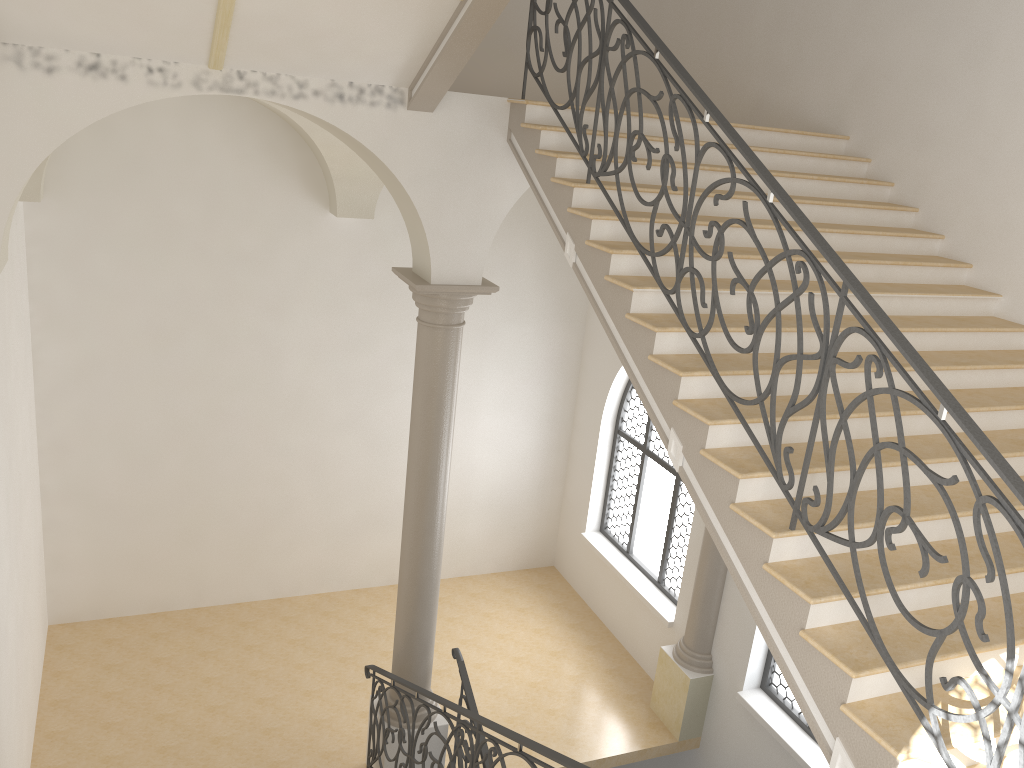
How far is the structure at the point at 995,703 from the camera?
3.10m

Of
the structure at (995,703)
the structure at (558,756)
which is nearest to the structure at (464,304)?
the structure at (558,756)

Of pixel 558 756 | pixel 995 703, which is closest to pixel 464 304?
pixel 558 756

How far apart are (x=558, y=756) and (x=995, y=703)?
2.2 meters

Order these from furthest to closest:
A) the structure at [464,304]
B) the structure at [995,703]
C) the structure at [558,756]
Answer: the structure at [464,304]
the structure at [558,756]
the structure at [995,703]

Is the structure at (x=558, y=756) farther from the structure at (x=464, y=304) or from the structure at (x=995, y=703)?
the structure at (x=995, y=703)

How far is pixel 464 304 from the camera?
7.1 meters

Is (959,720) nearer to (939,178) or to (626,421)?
(939,178)

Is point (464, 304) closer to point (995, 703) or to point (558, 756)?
point (558, 756)

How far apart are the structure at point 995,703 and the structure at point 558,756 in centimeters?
162cm
